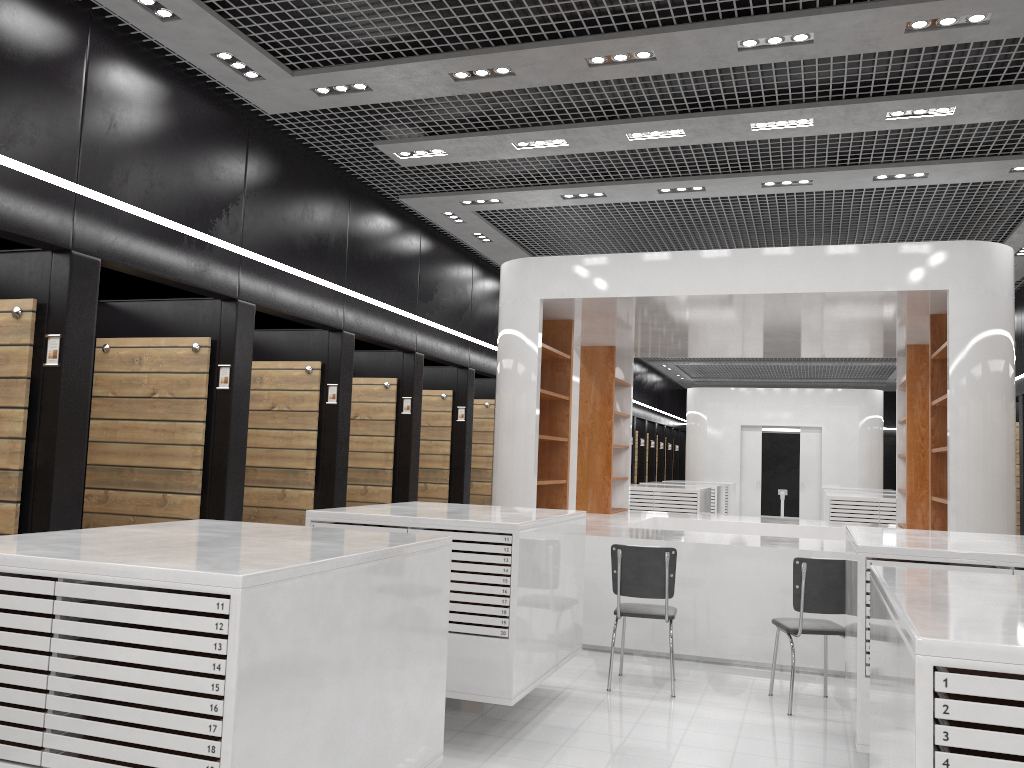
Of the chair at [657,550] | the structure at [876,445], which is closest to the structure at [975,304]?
the chair at [657,550]

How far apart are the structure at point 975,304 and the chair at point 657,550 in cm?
85

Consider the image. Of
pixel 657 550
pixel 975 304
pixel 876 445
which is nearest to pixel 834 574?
pixel 657 550

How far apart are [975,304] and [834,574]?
2.5m

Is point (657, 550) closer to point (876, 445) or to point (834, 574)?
point (834, 574)

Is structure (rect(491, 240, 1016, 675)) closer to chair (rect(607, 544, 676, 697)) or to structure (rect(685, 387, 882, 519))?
chair (rect(607, 544, 676, 697))

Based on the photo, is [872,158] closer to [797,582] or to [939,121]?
[939,121]

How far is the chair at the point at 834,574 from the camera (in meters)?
Result: 5.66

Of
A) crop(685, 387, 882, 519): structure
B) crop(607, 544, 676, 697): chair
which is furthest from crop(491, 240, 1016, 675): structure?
crop(685, 387, 882, 519): structure

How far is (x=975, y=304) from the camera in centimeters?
664cm
